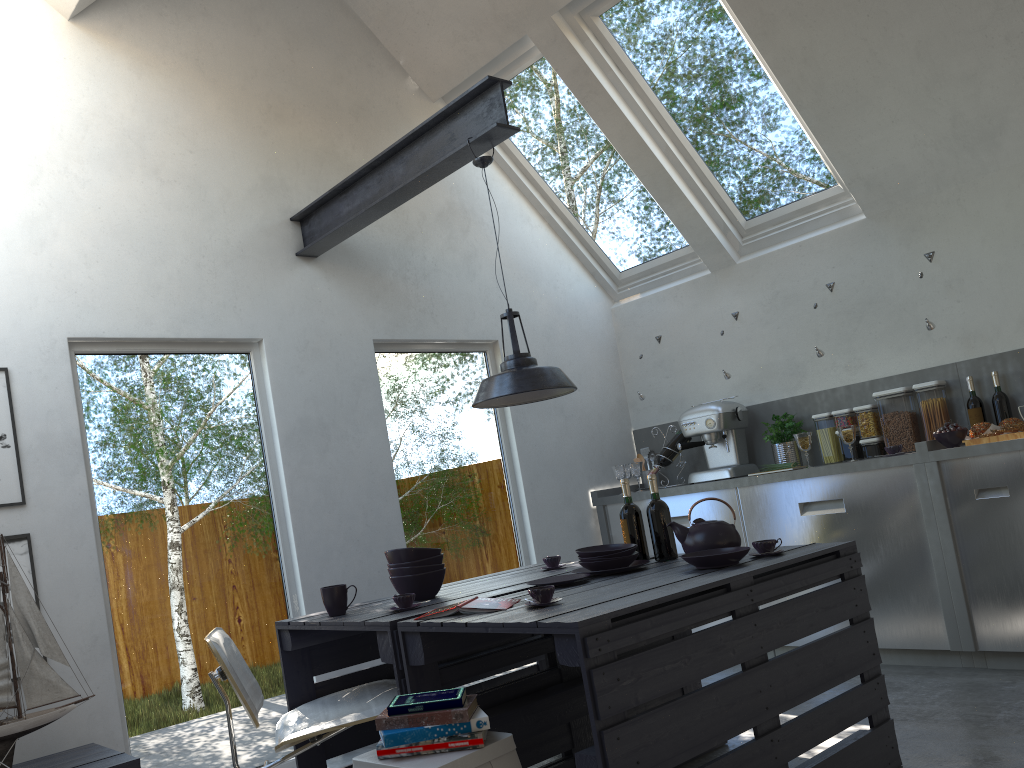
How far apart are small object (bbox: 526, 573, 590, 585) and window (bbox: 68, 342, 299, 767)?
1.6m

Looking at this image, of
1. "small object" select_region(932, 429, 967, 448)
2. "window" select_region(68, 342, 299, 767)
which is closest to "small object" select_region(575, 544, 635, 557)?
"window" select_region(68, 342, 299, 767)

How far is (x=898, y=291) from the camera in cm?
502

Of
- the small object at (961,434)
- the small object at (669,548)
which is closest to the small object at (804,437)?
the small object at (961,434)

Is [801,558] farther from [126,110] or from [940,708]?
[126,110]

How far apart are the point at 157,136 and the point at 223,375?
1.19m

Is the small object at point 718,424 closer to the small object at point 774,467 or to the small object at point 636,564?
the small object at point 774,467

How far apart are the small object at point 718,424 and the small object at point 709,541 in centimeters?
211cm

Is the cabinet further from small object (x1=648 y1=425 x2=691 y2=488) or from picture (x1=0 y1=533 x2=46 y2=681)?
picture (x1=0 y1=533 x2=46 y2=681)

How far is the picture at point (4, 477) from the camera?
3.43m
